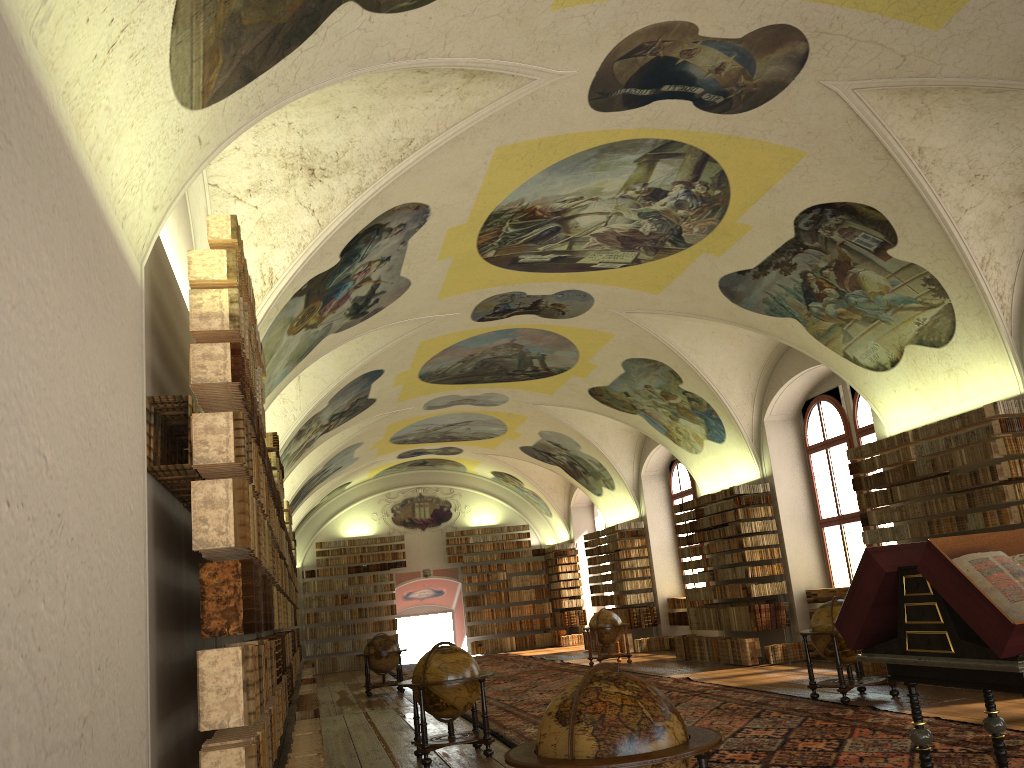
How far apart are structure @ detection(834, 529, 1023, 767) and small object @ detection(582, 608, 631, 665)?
16.3 meters

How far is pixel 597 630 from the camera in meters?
22.7 m

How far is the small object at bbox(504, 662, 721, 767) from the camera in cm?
477

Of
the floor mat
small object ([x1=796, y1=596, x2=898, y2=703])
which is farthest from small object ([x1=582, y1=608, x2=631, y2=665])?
small object ([x1=796, y1=596, x2=898, y2=703])

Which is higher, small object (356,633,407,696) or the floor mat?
small object (356,633,407,696)

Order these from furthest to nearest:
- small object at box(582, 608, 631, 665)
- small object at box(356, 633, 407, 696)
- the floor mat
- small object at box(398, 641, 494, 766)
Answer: small object at box(582, 608, 631, 665)
small object at box(356, 633, 407, 696)
small object at box(398, 641, 494, 766)
the floor mat

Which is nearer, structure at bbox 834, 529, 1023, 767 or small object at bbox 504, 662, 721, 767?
small object at bbox 504, 662, 721, 767

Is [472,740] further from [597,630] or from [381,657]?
[597,630]

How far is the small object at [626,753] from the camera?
4.8 meters

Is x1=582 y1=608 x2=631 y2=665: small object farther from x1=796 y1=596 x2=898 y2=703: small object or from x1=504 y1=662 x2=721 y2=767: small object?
x1=504 y1=662 x2=721 y2=767: small object
